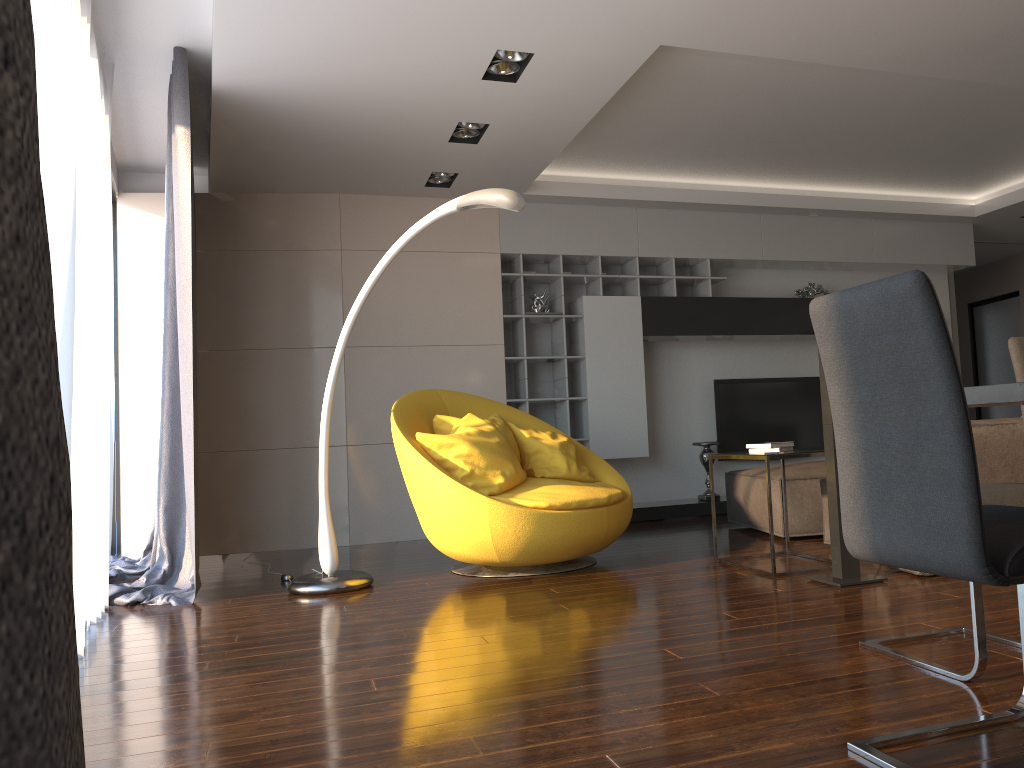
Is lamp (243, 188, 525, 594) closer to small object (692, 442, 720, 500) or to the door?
small object (692, 442, 720, 500)

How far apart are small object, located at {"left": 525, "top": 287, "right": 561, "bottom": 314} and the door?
5.9 meters

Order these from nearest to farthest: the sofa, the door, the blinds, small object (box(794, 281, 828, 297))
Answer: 1. the blinds
2. the sofa
3. small object (box(794, 281, 828, 297))
4. the door

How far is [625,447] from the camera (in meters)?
A: 6.85

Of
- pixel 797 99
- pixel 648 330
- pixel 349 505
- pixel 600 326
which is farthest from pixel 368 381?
pixel 797 99

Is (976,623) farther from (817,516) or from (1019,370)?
(817,516)

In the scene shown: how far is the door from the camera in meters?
9.8 m

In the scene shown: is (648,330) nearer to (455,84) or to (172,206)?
(455,84)

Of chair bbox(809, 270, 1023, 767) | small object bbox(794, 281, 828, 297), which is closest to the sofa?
chair bbox(809, 270, 1023, 767)

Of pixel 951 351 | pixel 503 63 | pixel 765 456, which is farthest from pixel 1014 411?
pixel 951 351
